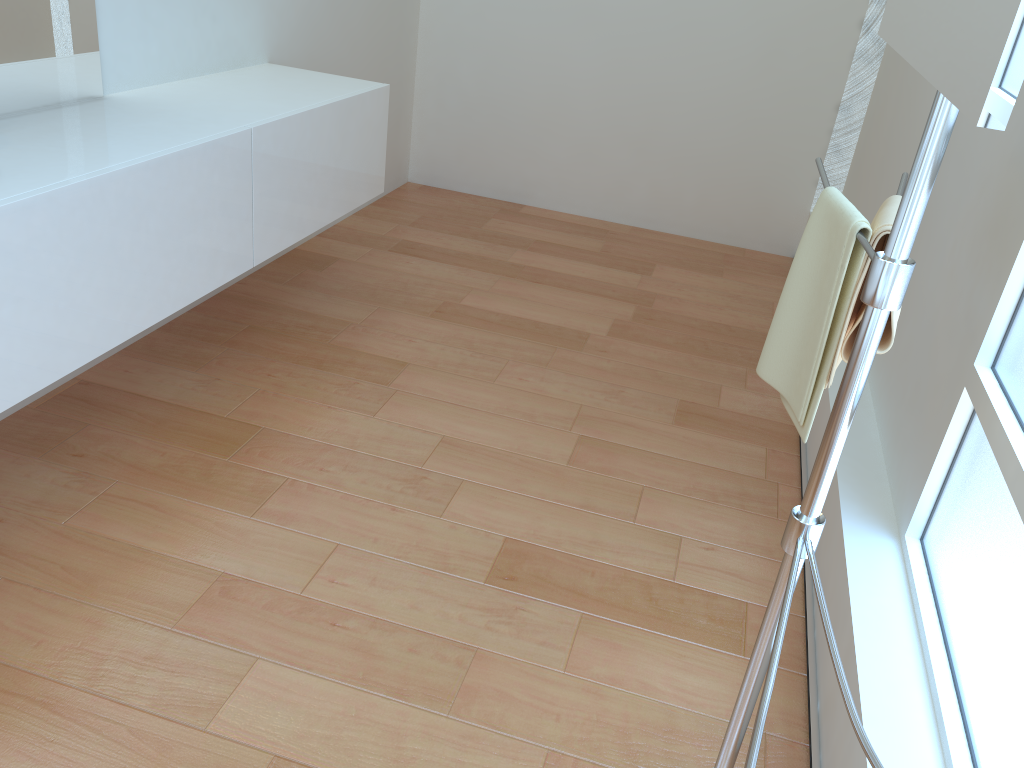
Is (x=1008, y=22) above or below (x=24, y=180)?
above

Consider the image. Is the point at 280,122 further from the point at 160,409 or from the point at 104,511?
the point at 104,511

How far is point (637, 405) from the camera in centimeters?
277cm

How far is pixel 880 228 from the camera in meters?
1.2

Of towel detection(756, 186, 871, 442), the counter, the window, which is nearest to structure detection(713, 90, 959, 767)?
towel detection(756, 186, 871, 442)

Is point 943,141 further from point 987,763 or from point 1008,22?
point 987,763

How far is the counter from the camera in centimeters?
166cm

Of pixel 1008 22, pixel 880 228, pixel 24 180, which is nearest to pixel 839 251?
pixel 880 228

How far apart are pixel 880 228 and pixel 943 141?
0.3 meters

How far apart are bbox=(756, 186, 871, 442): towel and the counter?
1.3 meters
